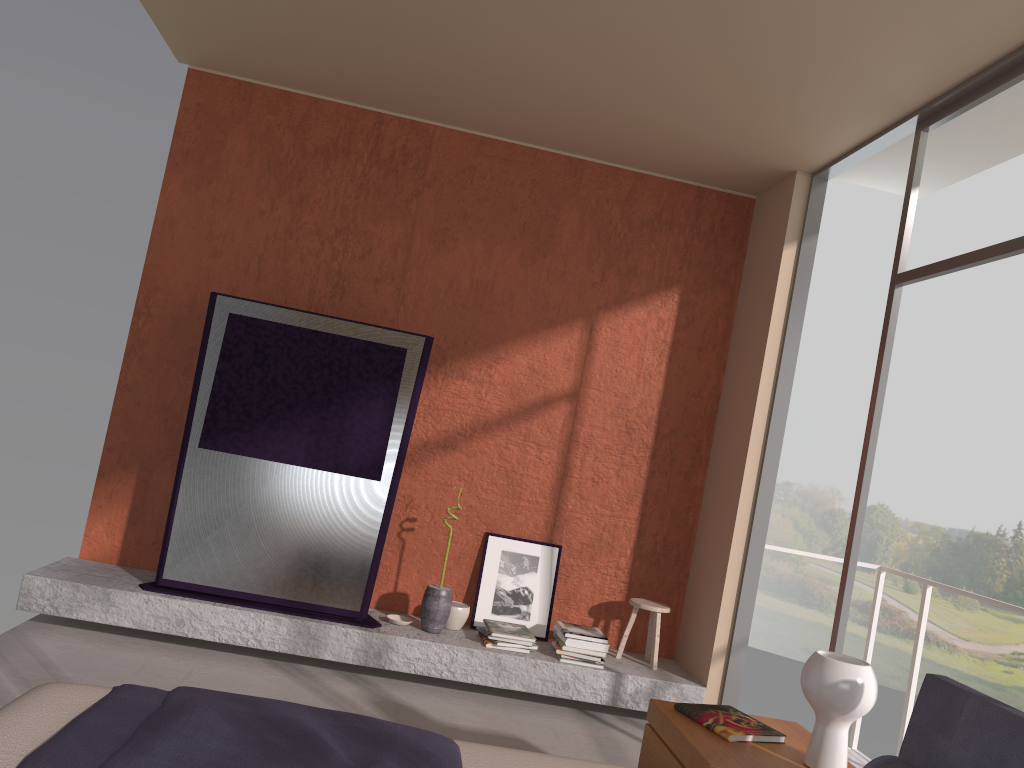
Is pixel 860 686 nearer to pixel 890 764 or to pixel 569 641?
pixel 890 764

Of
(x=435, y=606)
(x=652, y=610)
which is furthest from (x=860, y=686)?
(x=435, y=606)

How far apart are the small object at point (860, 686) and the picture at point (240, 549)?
2.6 meters

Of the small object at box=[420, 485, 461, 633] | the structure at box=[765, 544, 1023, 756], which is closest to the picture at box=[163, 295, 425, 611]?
the small object at box=[420, 485, 461, 633]

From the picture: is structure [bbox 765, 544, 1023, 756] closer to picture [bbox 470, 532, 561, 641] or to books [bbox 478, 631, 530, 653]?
picture [bbox 470, 532, 561, 641]

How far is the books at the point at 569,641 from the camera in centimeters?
474cm

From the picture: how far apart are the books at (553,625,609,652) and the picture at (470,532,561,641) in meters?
0.2

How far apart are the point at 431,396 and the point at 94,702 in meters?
3.2

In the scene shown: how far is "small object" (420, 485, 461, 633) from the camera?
4.8m

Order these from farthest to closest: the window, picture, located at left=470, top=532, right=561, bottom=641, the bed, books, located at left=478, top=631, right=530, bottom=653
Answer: picture, located at left=470, top=532, right=561, bottom=641
books, located at left=478, top=631, right=530, bottom=653
the window
the bed
